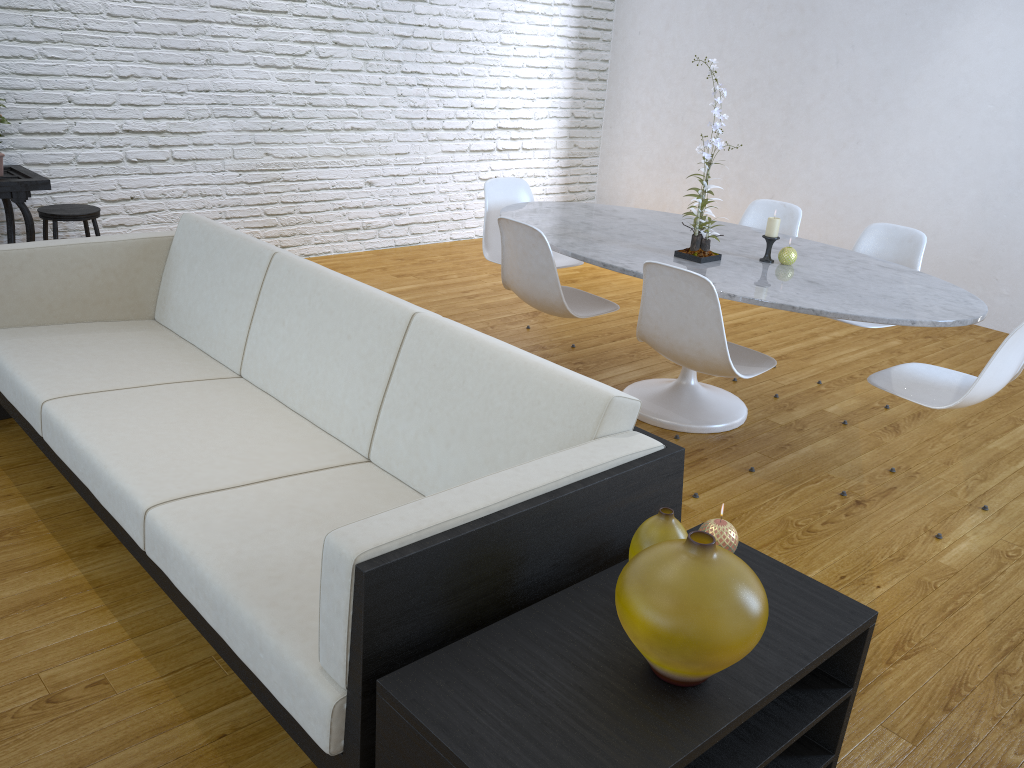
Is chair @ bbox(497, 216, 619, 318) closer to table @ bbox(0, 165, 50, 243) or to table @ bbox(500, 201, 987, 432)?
table @ bbox(500, 201, 987, 432)

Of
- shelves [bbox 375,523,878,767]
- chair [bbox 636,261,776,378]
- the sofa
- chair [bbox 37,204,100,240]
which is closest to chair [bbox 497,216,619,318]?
chair [bbox 636,261,776,378]

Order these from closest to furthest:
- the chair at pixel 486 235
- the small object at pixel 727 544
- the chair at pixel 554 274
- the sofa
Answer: the sofa < the small object at pixel 727 544 < the chair at pixel 554 274 < the chair at pixel 486 235

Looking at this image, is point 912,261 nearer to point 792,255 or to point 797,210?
point 797,210

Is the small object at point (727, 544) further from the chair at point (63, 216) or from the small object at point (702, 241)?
the chair at point (63, 216)

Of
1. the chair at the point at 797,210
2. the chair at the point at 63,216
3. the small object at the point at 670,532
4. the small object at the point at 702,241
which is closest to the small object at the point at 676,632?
the small object at the point at 670,532

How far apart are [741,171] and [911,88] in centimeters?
116cm

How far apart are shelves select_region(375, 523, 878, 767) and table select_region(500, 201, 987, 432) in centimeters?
114cm

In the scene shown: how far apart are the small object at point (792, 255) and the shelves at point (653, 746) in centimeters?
166cm

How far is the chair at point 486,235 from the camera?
3.86m
